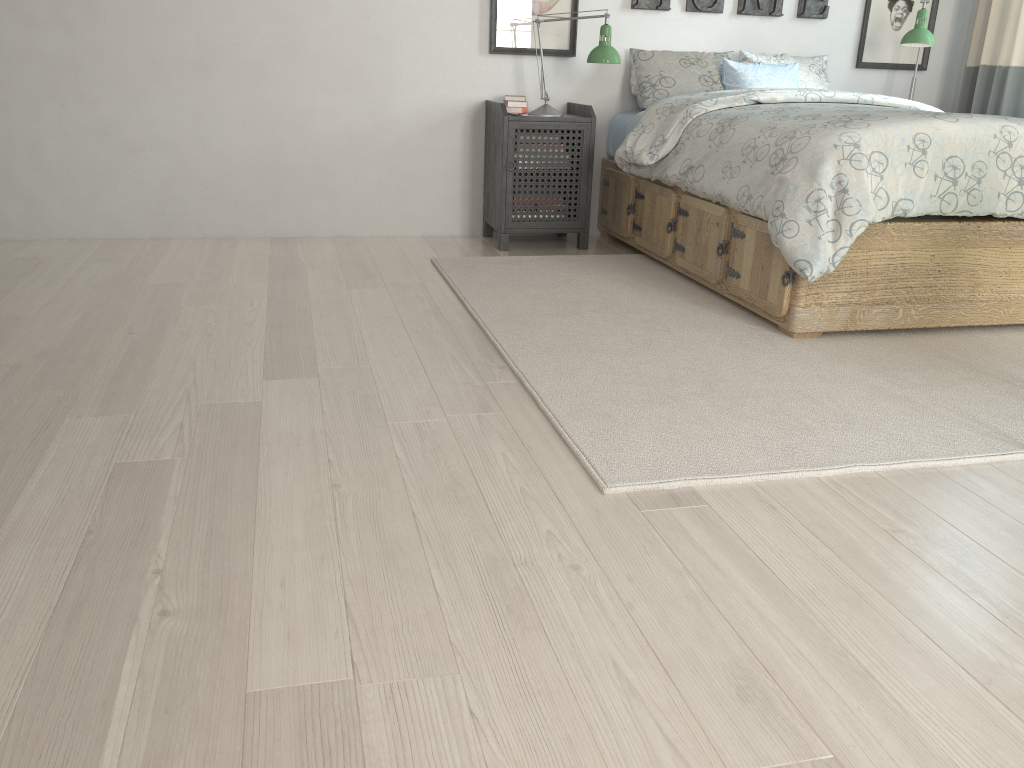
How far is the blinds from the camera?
4.2m

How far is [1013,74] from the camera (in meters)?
4.19

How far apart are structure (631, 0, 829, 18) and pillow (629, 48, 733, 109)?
0.2 meters

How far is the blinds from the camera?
4.19m

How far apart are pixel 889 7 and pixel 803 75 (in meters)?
0.69

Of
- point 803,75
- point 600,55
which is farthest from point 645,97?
point 803,75

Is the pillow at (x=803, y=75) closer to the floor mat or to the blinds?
the blinds

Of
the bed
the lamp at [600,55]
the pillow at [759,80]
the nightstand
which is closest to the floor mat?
the bed

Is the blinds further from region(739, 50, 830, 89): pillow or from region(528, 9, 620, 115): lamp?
region(528, 9, 620, 115): lamp

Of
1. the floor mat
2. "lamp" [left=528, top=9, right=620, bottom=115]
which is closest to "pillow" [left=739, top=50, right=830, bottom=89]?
"lamp" [left=528, top=9, right=620, bottom=115]
